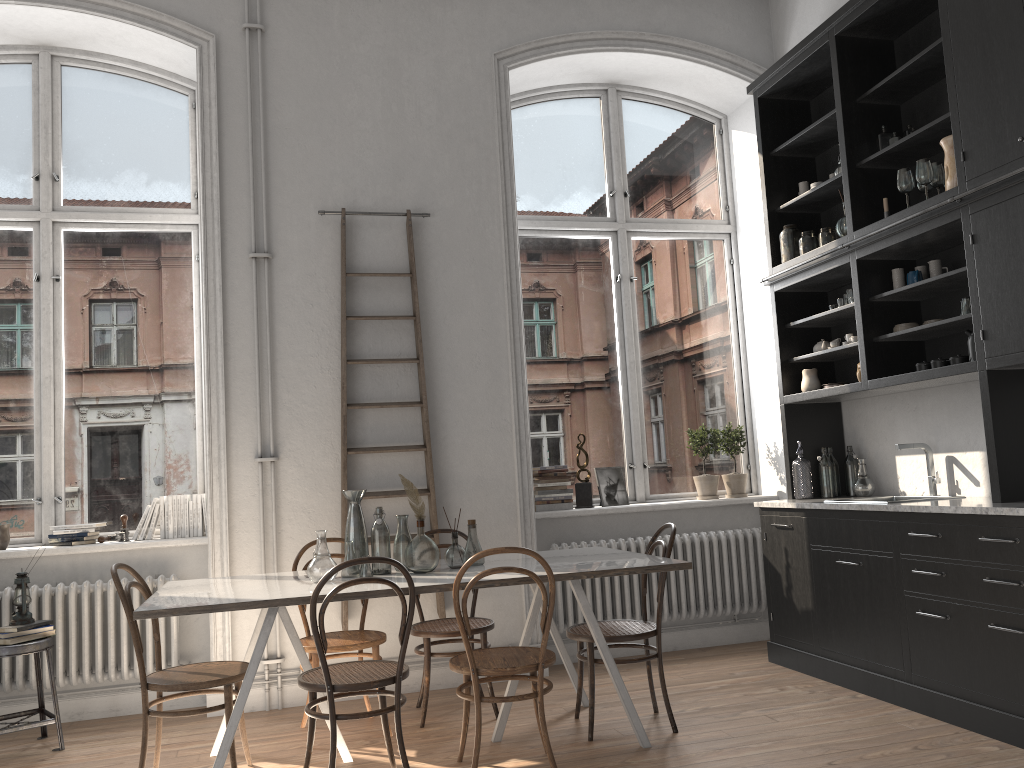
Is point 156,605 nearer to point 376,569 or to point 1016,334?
point 376,569

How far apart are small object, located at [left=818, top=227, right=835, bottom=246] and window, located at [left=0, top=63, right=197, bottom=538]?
3.8m

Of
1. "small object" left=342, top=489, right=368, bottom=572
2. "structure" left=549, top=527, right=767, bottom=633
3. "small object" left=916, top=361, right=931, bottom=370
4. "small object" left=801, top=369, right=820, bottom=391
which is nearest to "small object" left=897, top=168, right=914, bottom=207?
"small object" left=916, top=361, right=931, bottom=370

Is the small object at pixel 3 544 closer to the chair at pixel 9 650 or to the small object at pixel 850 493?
the chair at pixel 9 650

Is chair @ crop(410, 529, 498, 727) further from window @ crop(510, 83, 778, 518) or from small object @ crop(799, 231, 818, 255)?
small object @ crop(799, 231, 818, 255)

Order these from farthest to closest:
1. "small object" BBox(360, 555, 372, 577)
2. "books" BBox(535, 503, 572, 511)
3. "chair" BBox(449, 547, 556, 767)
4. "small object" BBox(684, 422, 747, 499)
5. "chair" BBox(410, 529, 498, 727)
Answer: "small object" BBox(684, 422, 747, 499) < "books" BBox(535, 503, 572, 511) < "chair" BBox(410, 529, 498, 727) < "small object" BBox(360, 555, 372, 577) < "chair" BBox(449, 547, 556, 767)

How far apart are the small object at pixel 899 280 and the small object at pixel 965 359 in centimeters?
63cm

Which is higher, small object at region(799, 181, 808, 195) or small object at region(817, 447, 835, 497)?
small object at region(799, 181, 808, 195)

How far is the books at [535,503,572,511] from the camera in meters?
5.6 m

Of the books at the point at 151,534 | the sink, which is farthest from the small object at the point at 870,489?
the books at the point at 151,534
